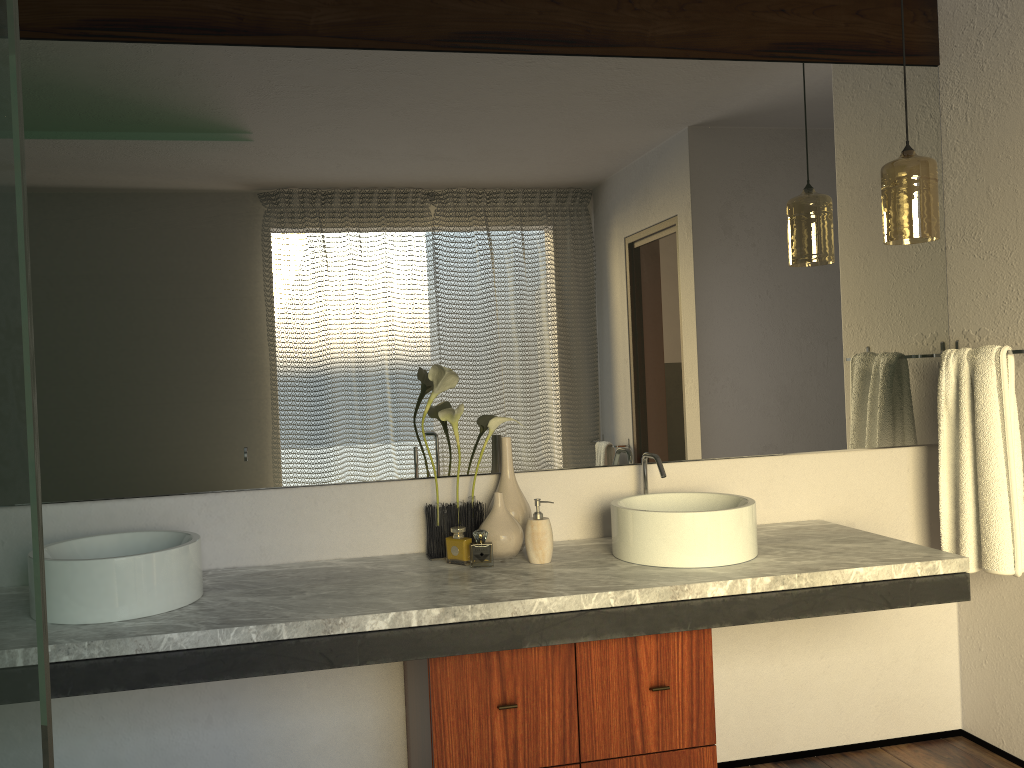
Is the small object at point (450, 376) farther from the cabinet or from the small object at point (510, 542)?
the cabinet

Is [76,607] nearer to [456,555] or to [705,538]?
[456,555]

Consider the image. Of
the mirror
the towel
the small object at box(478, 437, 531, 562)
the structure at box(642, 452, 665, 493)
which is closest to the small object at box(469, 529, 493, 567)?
the small object at box(478, 437, 531, 562)

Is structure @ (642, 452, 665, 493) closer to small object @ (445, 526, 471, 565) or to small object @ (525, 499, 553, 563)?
small object @ (525, 499, 553, 563)

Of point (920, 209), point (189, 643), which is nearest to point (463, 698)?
point (189, 643)

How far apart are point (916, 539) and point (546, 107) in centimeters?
173cm

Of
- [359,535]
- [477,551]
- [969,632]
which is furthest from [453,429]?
[477,551]

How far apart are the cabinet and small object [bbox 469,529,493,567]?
0.29m

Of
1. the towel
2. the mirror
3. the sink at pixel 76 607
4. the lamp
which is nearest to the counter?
the sink at pixel 76 607

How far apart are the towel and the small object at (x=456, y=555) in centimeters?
143cm
